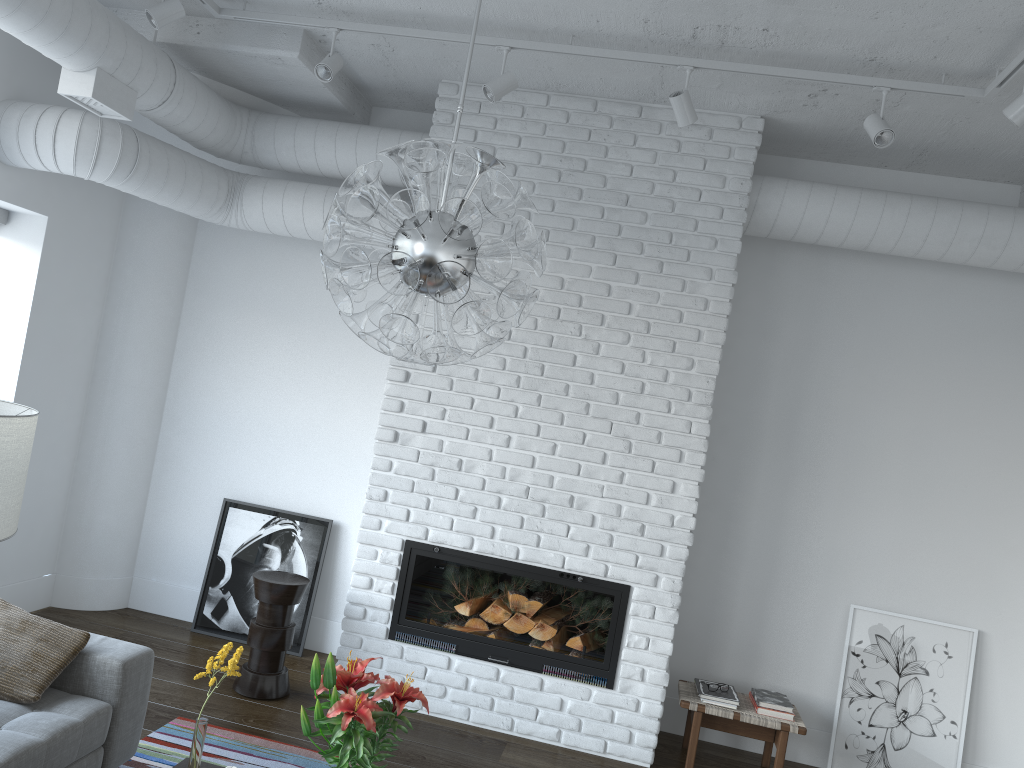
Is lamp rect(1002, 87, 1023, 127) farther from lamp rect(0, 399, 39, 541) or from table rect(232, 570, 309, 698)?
table rect(232, 570, 309, 698)

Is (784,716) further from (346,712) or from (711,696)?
(346,712)

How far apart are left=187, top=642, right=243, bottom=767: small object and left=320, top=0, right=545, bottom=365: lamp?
0.9m

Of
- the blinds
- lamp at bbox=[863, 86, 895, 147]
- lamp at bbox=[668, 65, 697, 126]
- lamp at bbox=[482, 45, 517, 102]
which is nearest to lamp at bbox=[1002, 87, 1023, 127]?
lamp at bbox=[863, 86, 895, 147]

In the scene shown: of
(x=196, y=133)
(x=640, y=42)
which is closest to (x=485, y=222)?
(x=640, y=42)

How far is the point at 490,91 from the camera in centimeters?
380cm

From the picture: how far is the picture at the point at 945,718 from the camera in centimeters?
456cm

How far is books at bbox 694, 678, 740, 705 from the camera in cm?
434

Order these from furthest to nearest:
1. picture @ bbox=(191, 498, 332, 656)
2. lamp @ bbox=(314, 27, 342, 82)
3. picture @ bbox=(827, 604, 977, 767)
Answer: picture @ bbox=(191, 498, 332, 656), picture @ bbox=(827, 604, 977, 767), lamp @ bbox=(314, 27, 342, 82)

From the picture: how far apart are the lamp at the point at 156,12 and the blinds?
1.59m
